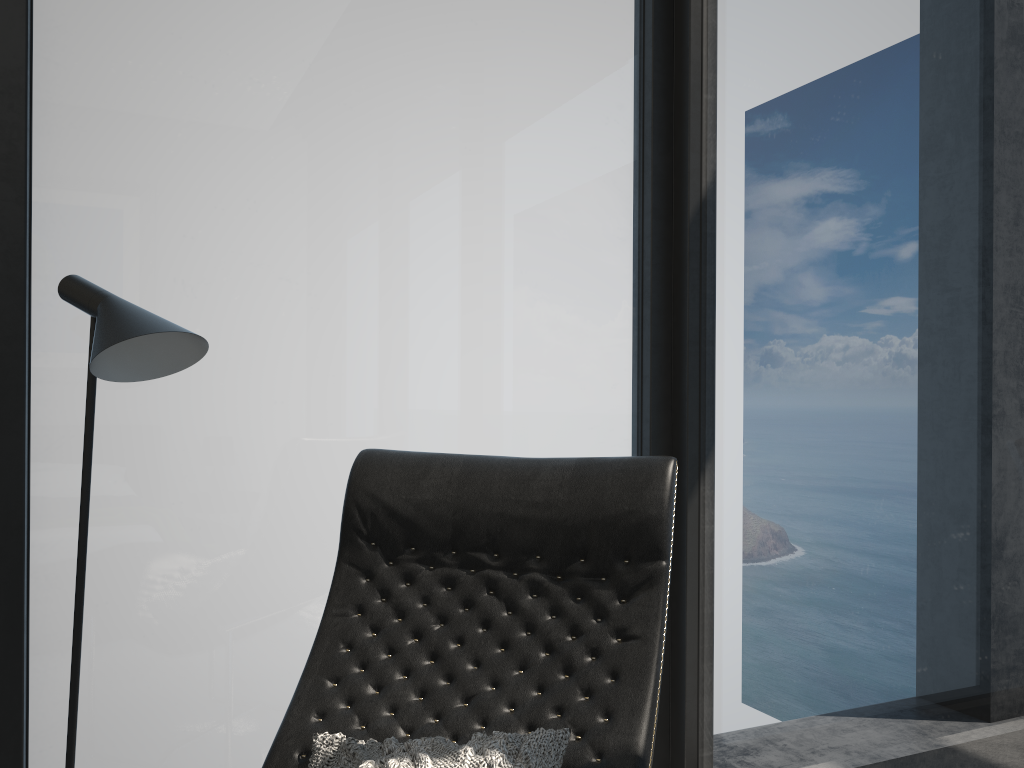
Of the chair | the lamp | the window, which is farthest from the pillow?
the window

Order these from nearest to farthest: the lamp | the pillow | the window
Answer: the pillow
the lamp
the window

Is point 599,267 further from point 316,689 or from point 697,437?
point 316,689

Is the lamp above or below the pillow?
above

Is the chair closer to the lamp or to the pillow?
the pillow

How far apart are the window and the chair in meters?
0.4

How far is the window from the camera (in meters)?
1.73

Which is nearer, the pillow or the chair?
the pillow

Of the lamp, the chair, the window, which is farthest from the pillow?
the window

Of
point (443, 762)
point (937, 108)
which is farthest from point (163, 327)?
point (937, 108)
